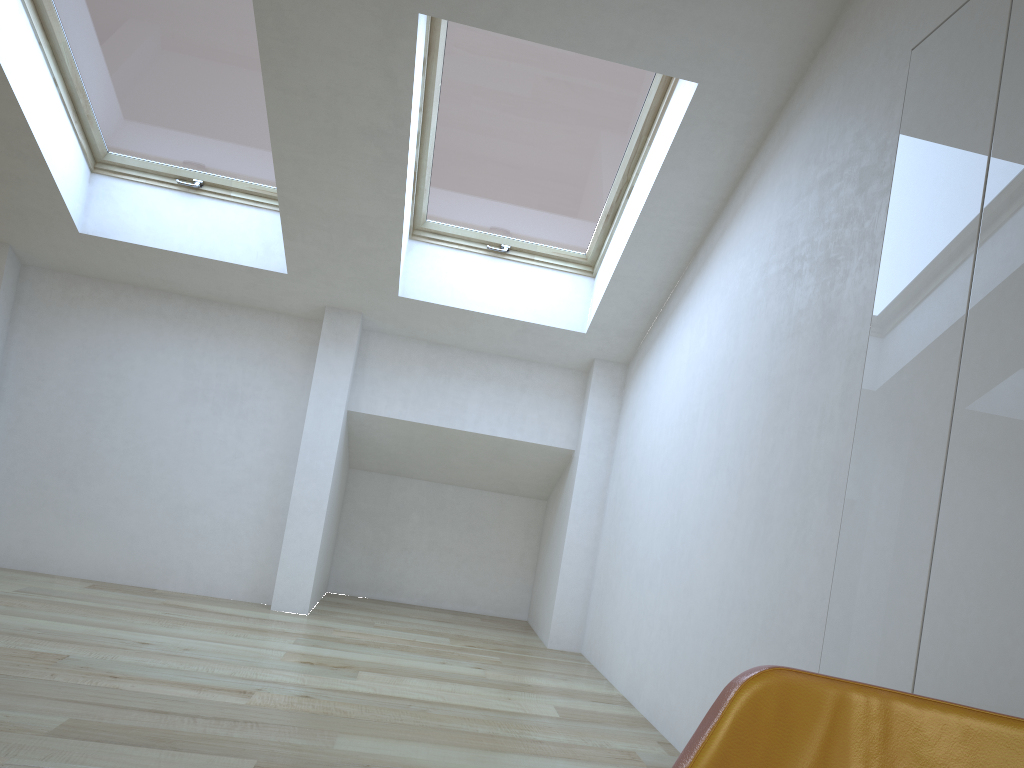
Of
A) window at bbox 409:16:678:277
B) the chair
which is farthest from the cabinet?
window at bbox 409:16:678:277

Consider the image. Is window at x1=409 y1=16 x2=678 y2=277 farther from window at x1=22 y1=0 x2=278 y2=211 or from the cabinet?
the cabinet

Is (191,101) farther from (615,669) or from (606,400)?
(615,669)

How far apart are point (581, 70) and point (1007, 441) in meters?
2.7

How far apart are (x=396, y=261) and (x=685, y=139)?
1.7m

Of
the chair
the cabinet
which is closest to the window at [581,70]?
the cabinet

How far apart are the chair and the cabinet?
0.9m

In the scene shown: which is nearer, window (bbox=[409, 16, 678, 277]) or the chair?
the chair

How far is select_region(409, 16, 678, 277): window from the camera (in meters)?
3.80

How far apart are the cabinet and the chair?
0.9m
